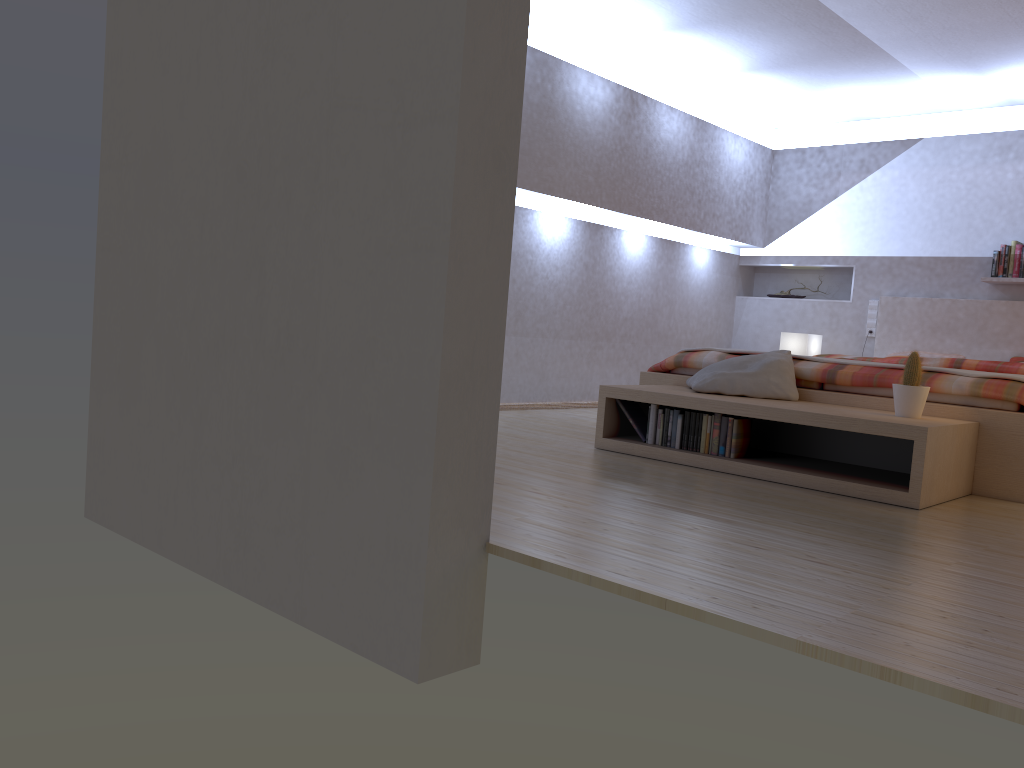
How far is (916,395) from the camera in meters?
3.6

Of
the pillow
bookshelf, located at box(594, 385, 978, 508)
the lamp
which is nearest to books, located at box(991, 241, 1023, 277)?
the lamp

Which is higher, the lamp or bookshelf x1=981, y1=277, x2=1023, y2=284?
bookshelf x1=981, y1=277, x2=1023, y2=284

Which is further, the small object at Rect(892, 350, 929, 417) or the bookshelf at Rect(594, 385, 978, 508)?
the small object at Rect(892, 350, 929, 417)

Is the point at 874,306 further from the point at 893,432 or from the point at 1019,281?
the point at 893,432

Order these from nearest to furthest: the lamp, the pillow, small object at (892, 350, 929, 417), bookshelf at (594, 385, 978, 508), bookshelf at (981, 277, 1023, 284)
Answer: bookshelf at (594, 385, 978, 508) → small object at (892, 350, 929, 417) → the pillow → bookshelf at (981, 277, 1023, 284) → the lamp

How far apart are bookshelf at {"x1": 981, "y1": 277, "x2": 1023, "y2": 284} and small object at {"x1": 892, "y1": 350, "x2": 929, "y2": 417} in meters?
3.1

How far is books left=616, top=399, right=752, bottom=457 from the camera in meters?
3.9 m

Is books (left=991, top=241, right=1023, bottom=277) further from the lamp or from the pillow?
the pillow

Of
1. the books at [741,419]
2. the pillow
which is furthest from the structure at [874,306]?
the books at [741,419]
